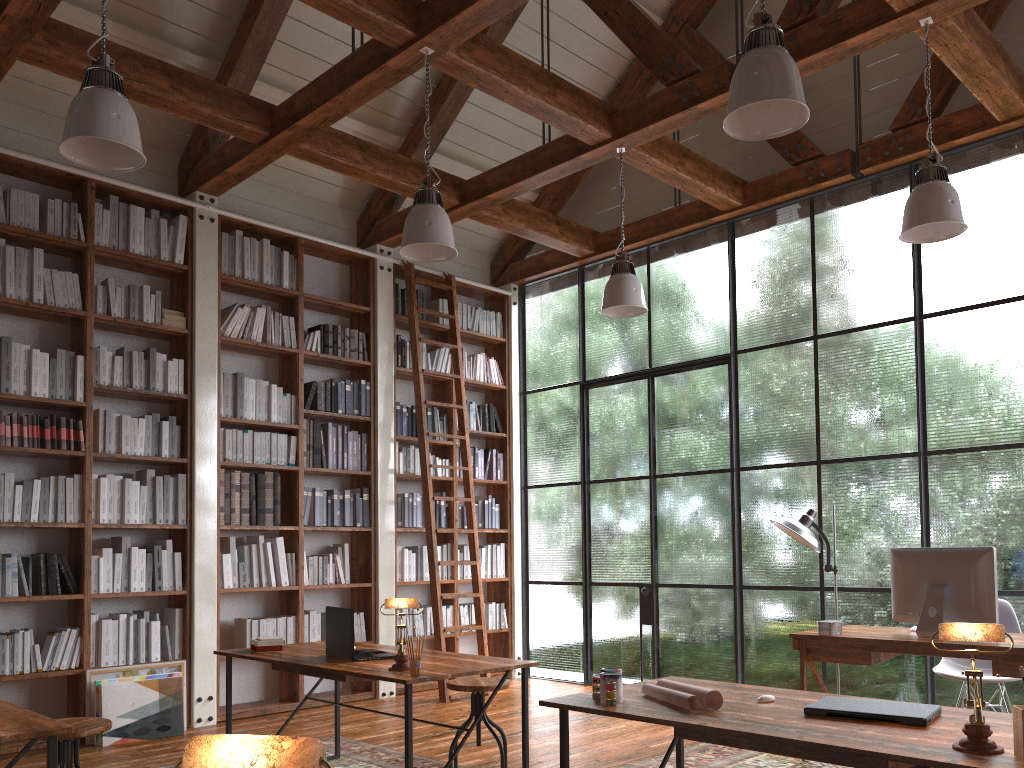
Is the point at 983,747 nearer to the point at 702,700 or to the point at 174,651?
the point at 702,700

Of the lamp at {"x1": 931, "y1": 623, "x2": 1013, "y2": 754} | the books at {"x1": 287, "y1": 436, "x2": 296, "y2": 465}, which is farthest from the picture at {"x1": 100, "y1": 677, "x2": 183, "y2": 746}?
the lamp at {"x1": 931, "y1": 623, "x2": 1013, "y2": 754}

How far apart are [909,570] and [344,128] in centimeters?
501cm

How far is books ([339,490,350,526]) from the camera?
6.67m

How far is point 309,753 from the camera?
0.8 meters

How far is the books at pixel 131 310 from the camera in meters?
5.7

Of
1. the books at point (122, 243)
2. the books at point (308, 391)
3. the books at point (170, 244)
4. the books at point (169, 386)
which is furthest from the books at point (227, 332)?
the books at point (122, 243)

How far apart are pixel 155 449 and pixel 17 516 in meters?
0.9 m

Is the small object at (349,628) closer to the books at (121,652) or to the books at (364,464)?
the books at (121,652)

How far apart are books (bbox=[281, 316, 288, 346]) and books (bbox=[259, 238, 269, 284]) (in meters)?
0.43
